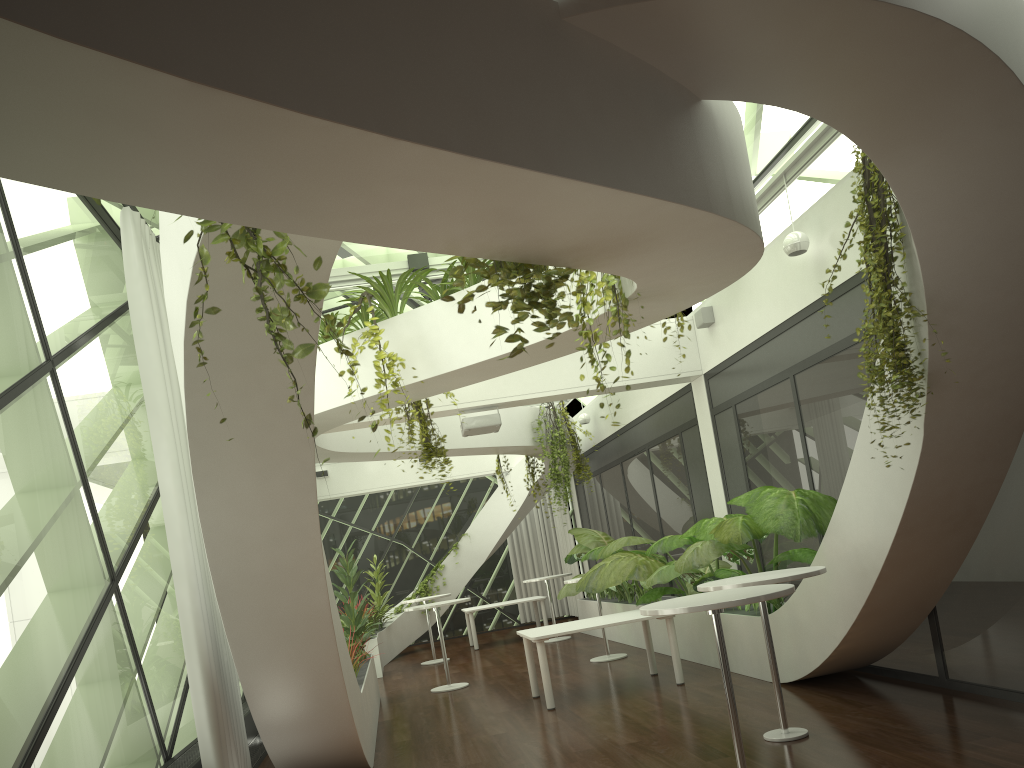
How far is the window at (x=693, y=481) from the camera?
11.04m

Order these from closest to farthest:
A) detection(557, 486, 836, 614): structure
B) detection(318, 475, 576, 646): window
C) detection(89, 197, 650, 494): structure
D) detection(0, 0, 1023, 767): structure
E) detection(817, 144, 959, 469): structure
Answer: detection(0, 0, 1023, 767): structure < detection(89, 197, 650, 494): structure < detection(817, 144, 959, 469): structure < detection(557, 486, 836, 614): structure < detection(318, 475, 576, 646): window

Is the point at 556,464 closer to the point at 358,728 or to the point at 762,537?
the point at 762,537

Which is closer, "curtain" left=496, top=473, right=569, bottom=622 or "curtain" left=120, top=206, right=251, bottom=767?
"curtain" left=120, top=206, right=251, bottom=767

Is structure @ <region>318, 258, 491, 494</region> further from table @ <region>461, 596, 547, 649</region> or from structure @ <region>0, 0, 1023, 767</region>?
table @ <region>461, 596, 547, 649</region>

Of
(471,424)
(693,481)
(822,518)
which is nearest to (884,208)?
(822,518)

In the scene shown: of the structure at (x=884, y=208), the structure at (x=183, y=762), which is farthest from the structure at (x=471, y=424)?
the structure at (x=884, y=208)

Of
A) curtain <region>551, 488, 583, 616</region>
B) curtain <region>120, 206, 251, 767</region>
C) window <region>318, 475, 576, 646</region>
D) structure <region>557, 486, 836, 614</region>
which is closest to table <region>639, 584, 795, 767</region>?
structure <region>557, 486, 836, 614</region>

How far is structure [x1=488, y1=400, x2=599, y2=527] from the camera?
13.2 meters

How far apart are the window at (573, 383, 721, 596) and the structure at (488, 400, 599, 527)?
0.6 meters
